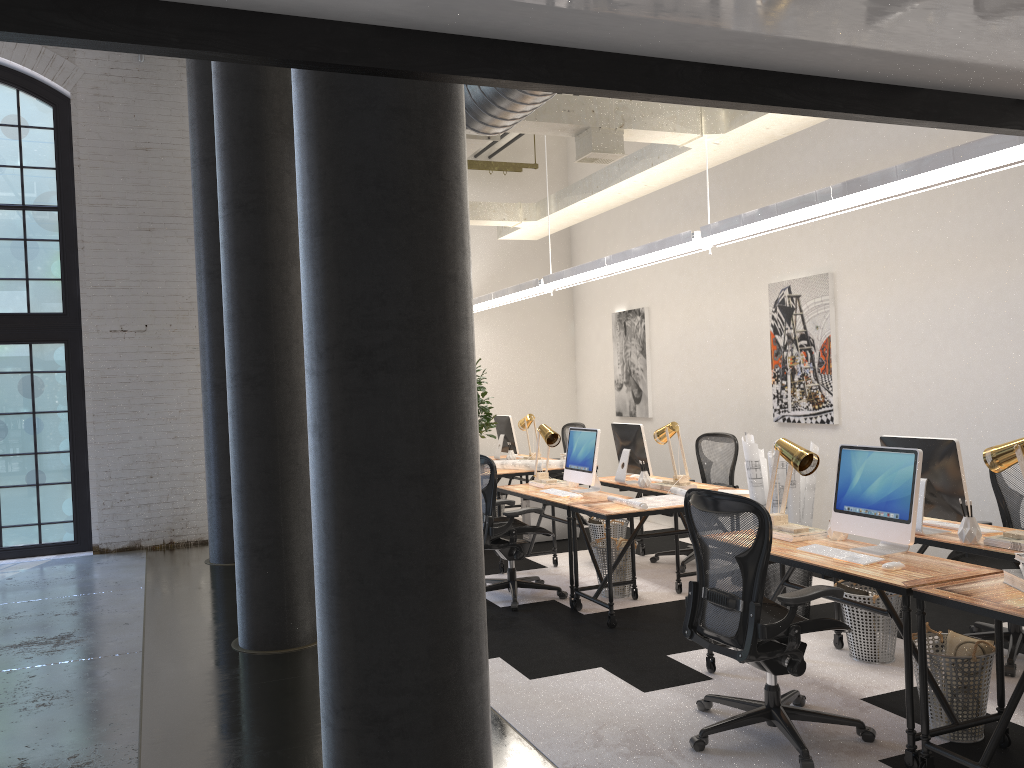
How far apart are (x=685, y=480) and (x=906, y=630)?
3.2 meters

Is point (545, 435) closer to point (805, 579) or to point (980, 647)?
point (805, 579)

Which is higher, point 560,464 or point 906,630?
point 560,464

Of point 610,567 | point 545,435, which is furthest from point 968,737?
point 545,435

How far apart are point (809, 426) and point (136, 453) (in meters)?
6.68

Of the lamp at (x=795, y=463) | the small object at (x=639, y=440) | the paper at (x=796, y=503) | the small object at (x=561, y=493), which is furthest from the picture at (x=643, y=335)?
the lamp at (x=795, y=463)

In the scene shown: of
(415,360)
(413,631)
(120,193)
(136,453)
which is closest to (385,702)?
(413,631)

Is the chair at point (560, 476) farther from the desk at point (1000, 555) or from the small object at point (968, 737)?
the small object at point (968, 737)

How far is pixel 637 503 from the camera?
5.73m

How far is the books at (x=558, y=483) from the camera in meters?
7.1
